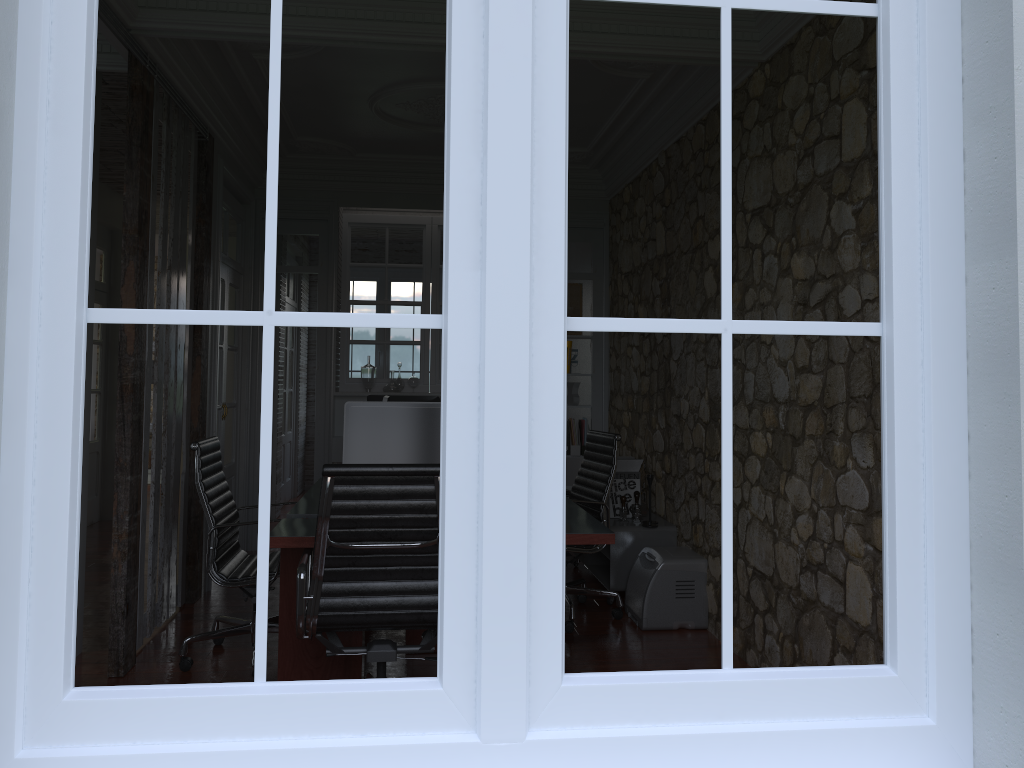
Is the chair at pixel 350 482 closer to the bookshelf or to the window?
the window

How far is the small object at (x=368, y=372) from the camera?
7.0m

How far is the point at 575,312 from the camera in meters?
7.2

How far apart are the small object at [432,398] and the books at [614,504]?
1.3m

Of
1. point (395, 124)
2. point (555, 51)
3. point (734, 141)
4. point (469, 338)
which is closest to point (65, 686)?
point (469, 338)

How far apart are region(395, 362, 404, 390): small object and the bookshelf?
2.0 meters

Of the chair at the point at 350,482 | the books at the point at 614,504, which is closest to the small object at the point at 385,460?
the chair at the point at 350,482

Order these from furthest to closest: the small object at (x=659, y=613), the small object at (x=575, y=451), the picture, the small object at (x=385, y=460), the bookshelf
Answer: the picture, the small object at (x=575, y=451), the bookshelf, the small object at (x=659, y=613), the small object at (x=385, y=460)

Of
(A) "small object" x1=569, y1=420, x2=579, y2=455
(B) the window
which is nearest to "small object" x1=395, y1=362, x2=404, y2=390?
(A) "small object" x1=569, y1=420, x2=579, y2=455

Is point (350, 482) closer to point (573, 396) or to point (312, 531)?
point (312, 531)
